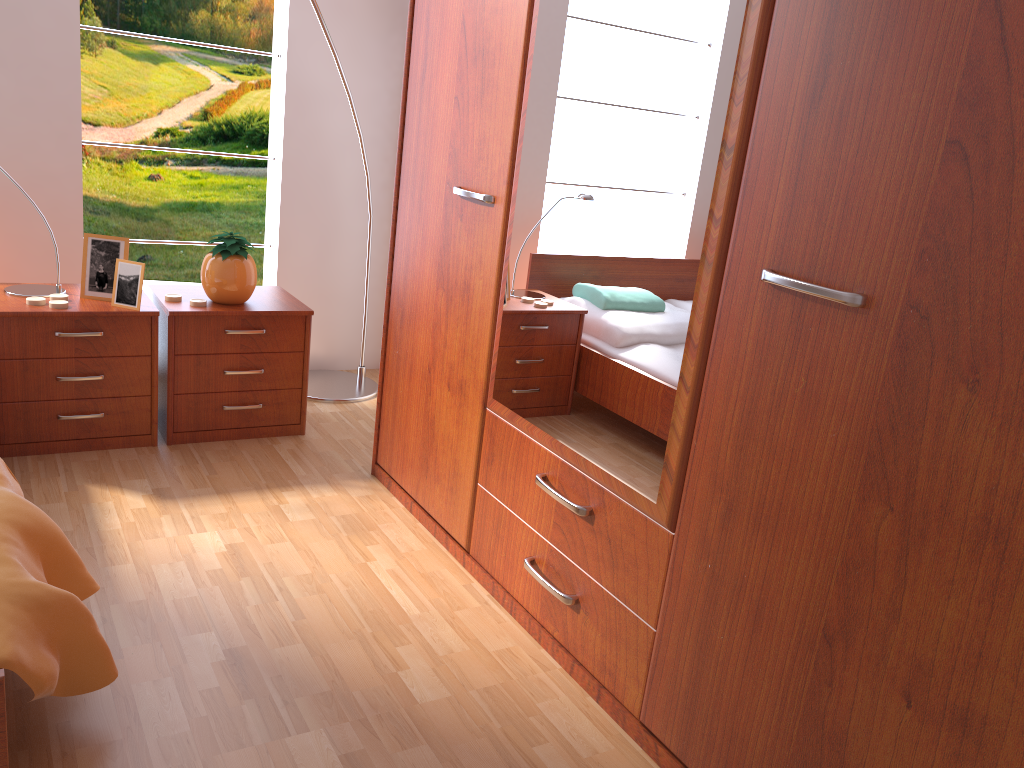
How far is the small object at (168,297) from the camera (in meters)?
2.72

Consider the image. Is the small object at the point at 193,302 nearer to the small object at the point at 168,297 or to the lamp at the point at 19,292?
the small object at the point at 168,297

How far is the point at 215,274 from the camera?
2.71m

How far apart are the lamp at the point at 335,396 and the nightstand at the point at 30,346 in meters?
0.7

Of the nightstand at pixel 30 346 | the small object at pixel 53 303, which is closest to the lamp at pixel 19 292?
the nightstand at pixel 30 346

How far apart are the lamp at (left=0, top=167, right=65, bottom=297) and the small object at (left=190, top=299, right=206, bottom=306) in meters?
0.4 m

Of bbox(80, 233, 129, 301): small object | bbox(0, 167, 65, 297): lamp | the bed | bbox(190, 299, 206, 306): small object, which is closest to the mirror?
the bed

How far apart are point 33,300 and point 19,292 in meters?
0.1

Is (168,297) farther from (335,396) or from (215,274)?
(335,396)

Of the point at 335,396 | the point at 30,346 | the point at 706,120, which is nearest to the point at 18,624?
the point at 706,120
